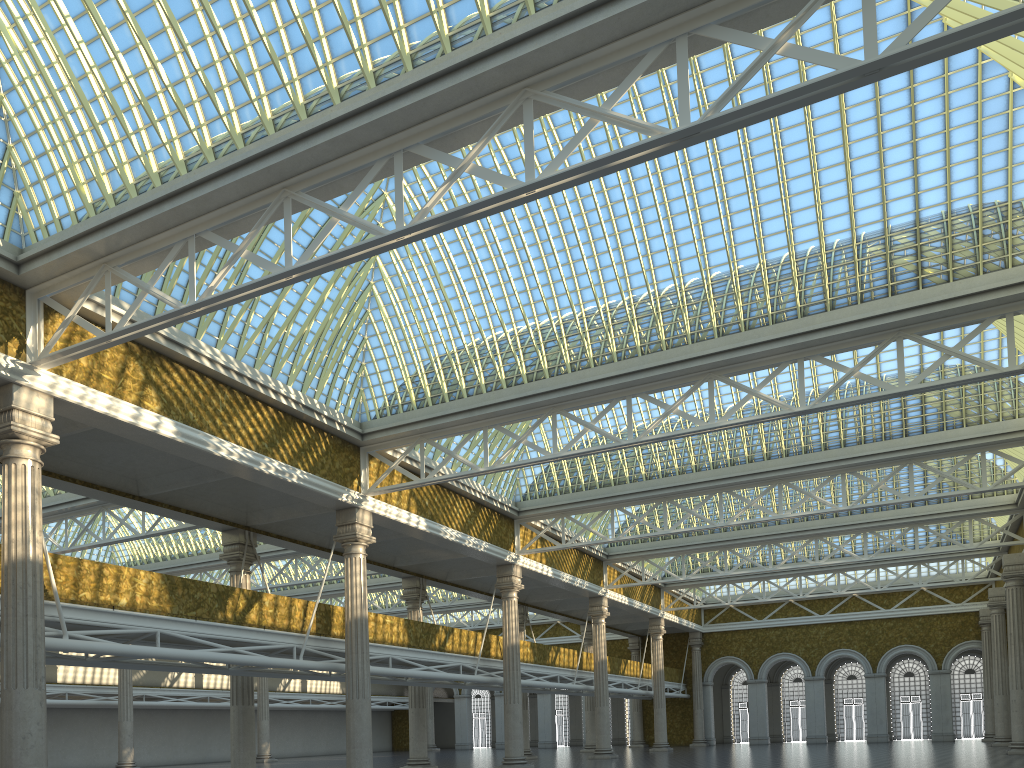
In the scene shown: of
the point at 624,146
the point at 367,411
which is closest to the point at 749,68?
the point at 624,146
